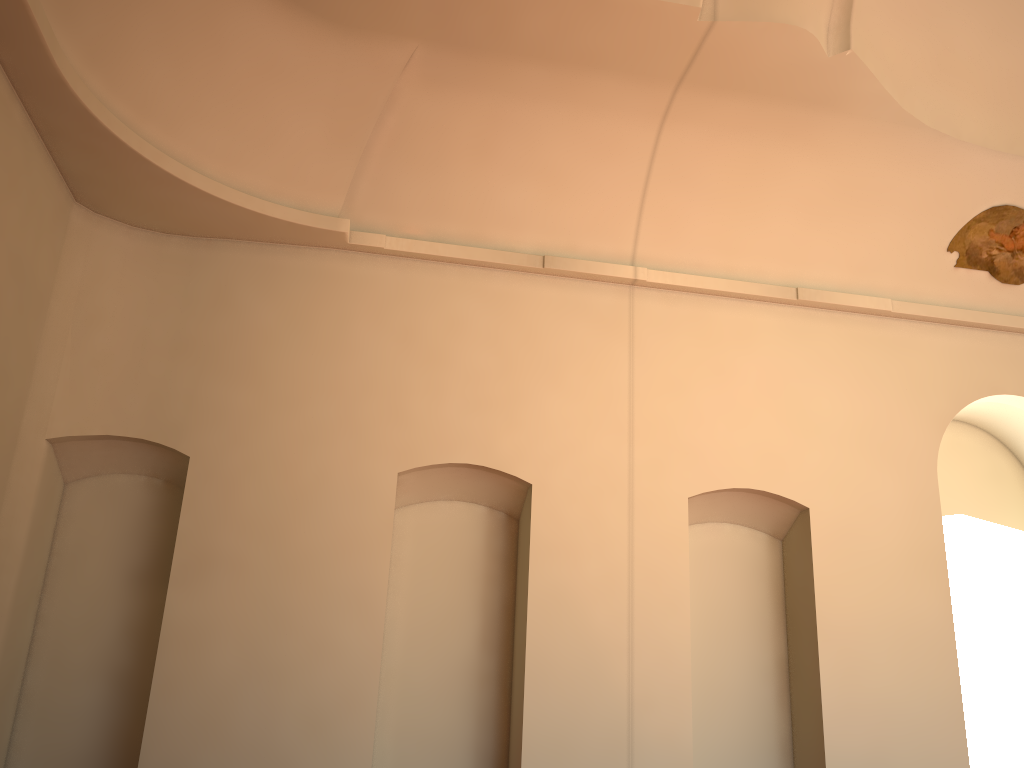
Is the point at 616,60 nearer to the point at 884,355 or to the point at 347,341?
the point at 347,341

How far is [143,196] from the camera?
8.3 meters

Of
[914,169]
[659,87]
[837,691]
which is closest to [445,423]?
A: [659,87]
